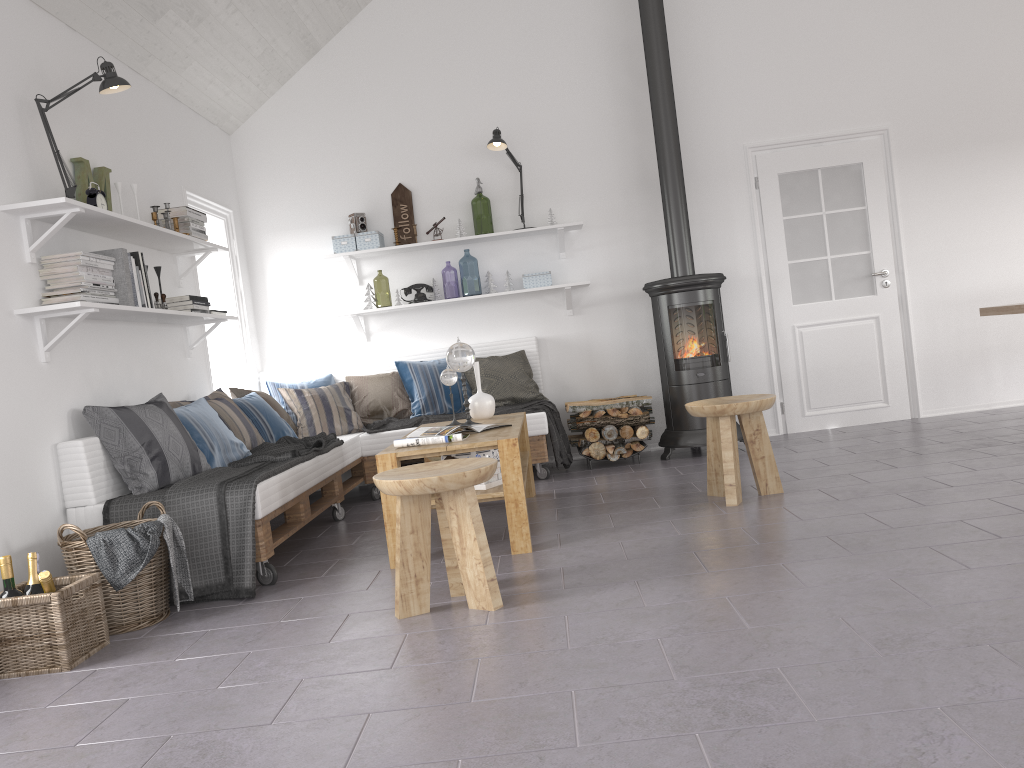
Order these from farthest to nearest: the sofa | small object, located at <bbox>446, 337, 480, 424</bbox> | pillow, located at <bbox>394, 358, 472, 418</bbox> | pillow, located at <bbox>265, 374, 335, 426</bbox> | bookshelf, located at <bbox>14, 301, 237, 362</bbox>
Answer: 1. pillow, located at <bbox>265, 374, 335, 426</bbox>
2. pillow, located at <bbox>394, 358, 472, 418</bbox>
3. small object, located at <bbox>446, 337, 480, 424</bbox>
4. the sofa
5. bookshelf, located at <bbox>14, 301, 237, 362</bbox>

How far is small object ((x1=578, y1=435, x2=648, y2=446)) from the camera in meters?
5.9

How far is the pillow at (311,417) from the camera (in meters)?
5.75

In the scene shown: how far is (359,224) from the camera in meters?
6.3

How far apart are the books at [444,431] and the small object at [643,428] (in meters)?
1.86

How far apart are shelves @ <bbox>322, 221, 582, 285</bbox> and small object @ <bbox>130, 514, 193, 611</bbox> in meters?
3.0

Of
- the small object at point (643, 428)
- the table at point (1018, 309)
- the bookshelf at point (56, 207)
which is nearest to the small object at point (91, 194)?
the bookshelf at point (56, 207)

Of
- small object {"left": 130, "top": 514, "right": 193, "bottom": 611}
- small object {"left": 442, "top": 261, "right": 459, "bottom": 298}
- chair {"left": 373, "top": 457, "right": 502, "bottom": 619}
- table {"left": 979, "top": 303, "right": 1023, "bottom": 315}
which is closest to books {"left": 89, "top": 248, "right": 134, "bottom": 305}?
small object {"left": 130, "top": 514, "right": 193, "bottom": 611}

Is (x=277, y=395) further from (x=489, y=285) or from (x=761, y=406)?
(x=761, y=406)

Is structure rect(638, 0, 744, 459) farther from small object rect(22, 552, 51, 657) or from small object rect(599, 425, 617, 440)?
small object rect(22, 552, 51, 657)
